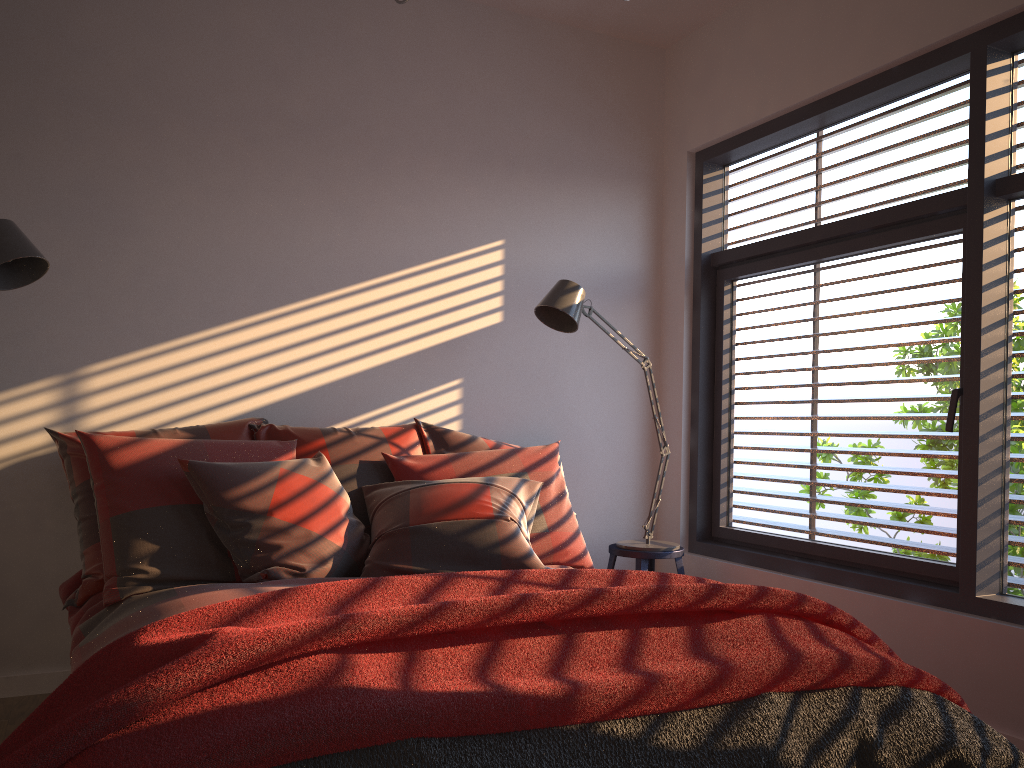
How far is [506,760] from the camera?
1.5 meters

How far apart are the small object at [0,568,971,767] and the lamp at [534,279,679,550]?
1.3 meters

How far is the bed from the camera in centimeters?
231cm

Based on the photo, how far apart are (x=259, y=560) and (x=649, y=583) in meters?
1.2 m

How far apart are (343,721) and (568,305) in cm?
230

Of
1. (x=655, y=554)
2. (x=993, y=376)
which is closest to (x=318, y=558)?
(x=655, y=554)

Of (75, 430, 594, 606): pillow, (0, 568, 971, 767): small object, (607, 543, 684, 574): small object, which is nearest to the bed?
(75, 430, 594, 606): pillow

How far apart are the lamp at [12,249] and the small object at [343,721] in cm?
132

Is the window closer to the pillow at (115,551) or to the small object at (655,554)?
the small object at (655,554)

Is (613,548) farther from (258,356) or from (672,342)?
(258,356)
